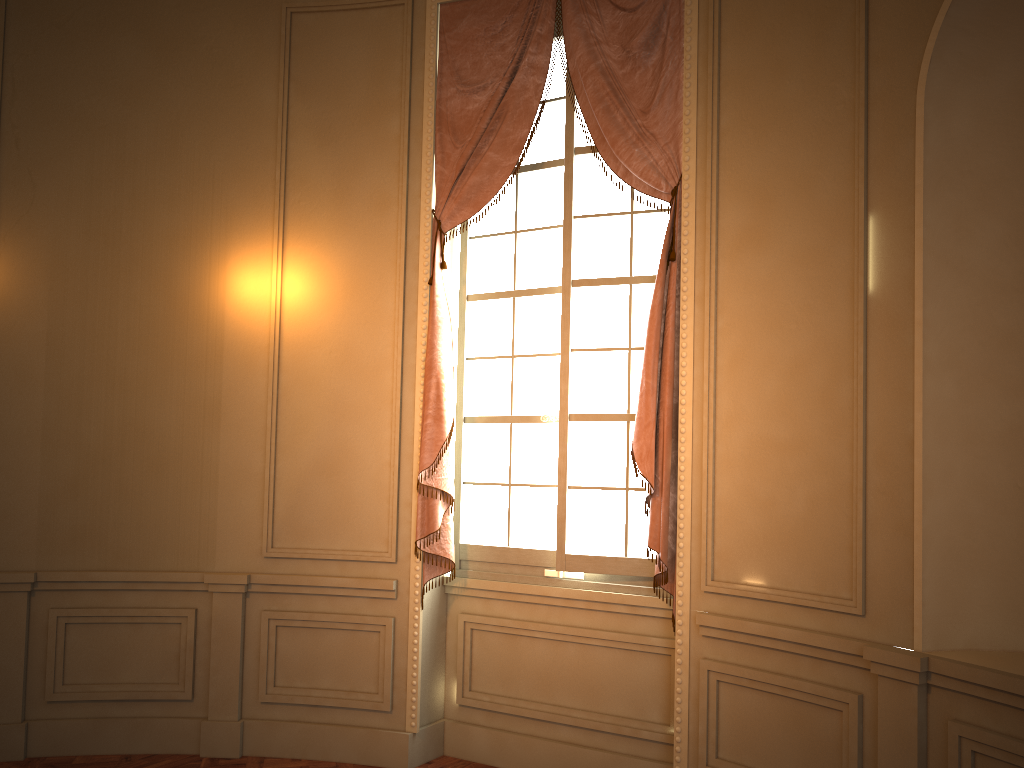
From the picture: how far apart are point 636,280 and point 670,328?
0.4 meters

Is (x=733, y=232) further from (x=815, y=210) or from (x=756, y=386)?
(x=756, y=386)

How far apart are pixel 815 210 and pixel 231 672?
3.42m

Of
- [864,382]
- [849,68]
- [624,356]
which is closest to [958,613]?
[864,382]

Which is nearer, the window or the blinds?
the blinds

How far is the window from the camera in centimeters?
400cm

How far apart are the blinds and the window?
0.1m

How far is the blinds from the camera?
3.7m

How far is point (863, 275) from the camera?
3.03m
